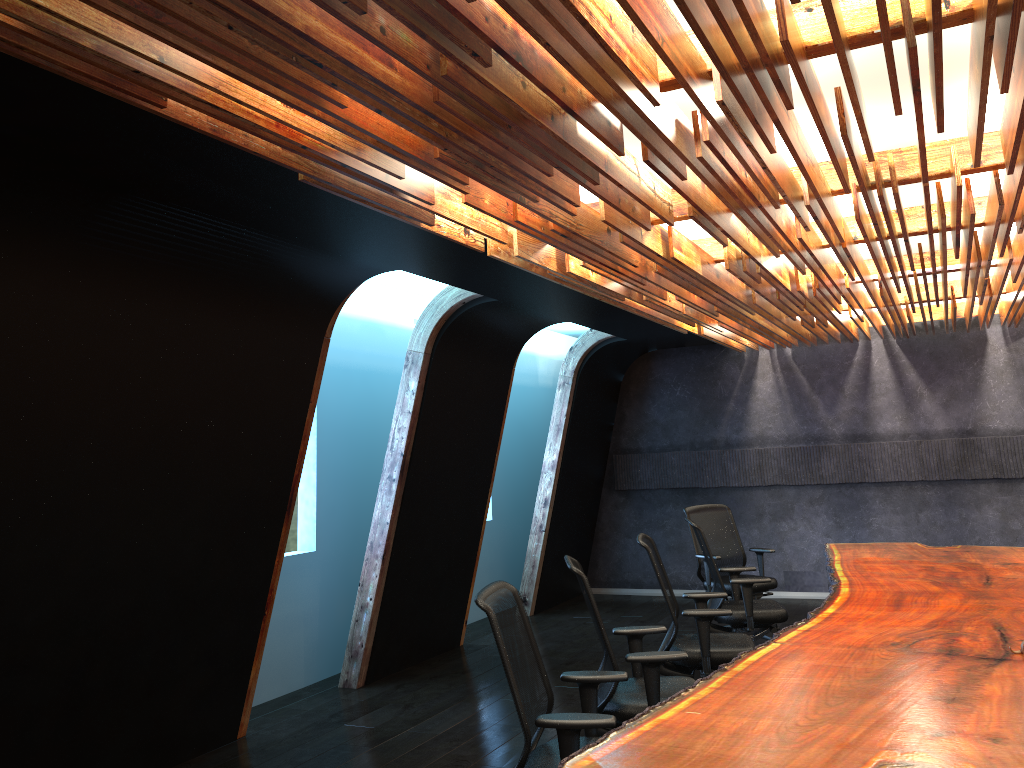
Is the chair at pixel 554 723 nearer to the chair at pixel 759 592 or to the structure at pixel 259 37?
the structure at pixel 259 37

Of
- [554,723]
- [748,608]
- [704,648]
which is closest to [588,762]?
[554,723]

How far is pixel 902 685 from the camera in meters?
3.6

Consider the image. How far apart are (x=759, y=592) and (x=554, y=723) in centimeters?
532cm

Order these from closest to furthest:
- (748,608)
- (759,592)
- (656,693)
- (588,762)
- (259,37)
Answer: (259,37)
(588,762)
(656,693)
(748,608)
(759,592)

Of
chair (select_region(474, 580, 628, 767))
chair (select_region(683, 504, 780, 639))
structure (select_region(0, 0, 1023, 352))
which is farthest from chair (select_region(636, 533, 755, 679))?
chair (select_region(683, 504, 780, 639))

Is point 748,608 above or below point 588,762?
below

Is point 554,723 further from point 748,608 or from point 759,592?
point 759,592

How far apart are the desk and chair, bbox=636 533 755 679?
0.5 meters

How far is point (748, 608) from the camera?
6.6 meters
